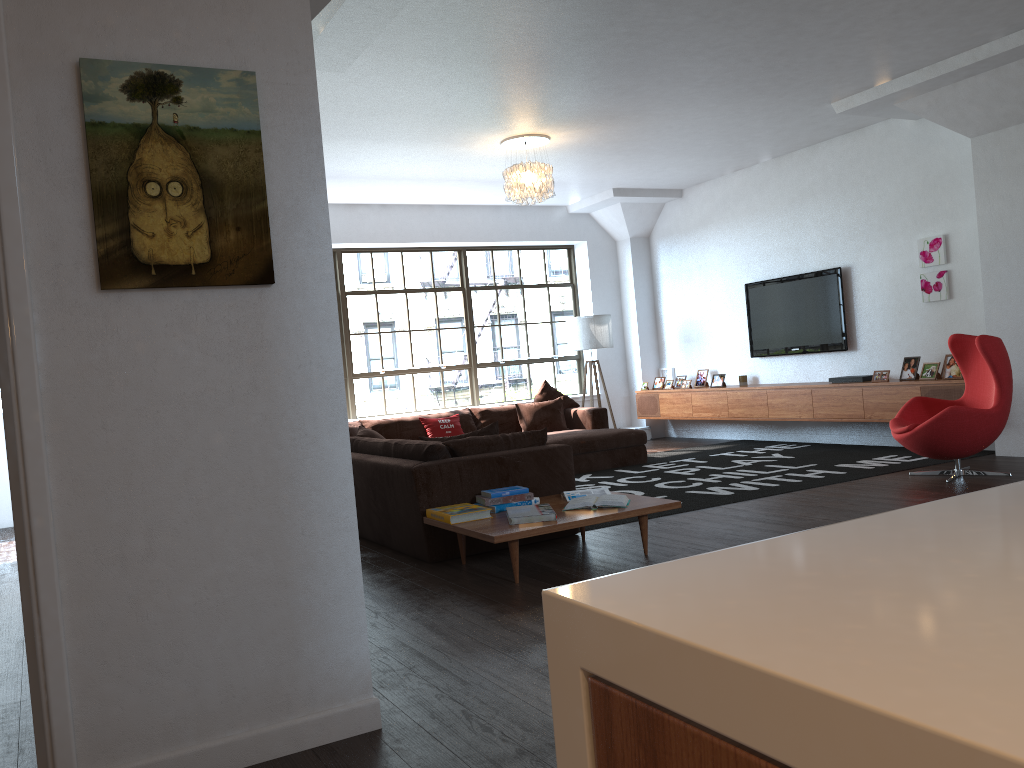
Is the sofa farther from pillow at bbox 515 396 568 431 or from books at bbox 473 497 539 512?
books at bbox 473 497 539 512

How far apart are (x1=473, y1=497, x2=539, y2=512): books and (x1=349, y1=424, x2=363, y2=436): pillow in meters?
3.7 m

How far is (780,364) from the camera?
9.5 meters

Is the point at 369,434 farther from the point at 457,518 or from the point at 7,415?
the point at 7,415

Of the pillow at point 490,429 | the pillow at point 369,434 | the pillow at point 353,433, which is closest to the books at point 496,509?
the pillow at point 490,429

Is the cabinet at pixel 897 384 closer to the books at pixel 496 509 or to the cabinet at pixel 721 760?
the books at pixel 496 509

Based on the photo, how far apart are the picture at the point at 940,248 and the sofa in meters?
2.9 m

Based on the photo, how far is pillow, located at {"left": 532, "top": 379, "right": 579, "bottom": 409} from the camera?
9.6 meters

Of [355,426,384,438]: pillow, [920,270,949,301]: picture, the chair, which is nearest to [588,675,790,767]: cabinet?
the chair

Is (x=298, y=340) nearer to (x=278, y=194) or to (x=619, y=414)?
(x=278, y=194)
